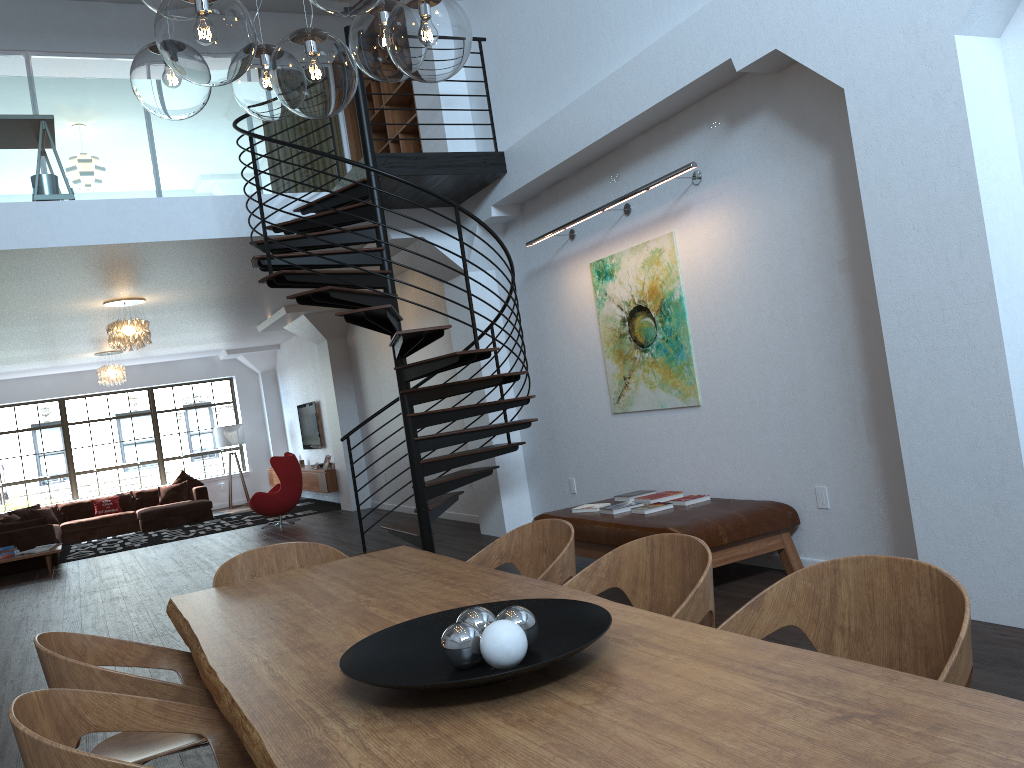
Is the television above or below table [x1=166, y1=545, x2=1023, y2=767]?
above

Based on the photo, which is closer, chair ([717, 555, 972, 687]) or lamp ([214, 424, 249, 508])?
chair ([717, 555, 972, 687])

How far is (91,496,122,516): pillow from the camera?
15.4m

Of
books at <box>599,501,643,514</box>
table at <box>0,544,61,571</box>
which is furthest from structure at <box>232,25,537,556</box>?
table at <box>0,544,61,571</box>

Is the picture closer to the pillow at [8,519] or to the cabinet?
the cabinet

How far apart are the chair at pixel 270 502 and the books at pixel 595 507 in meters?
7.3

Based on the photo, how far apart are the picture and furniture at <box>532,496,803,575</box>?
0.71m

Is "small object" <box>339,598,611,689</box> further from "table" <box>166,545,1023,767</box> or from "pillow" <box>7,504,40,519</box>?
"pillow" <box>7,504,40,519</box>

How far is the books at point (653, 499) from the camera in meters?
6.0 m

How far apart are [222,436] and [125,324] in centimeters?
771cm
